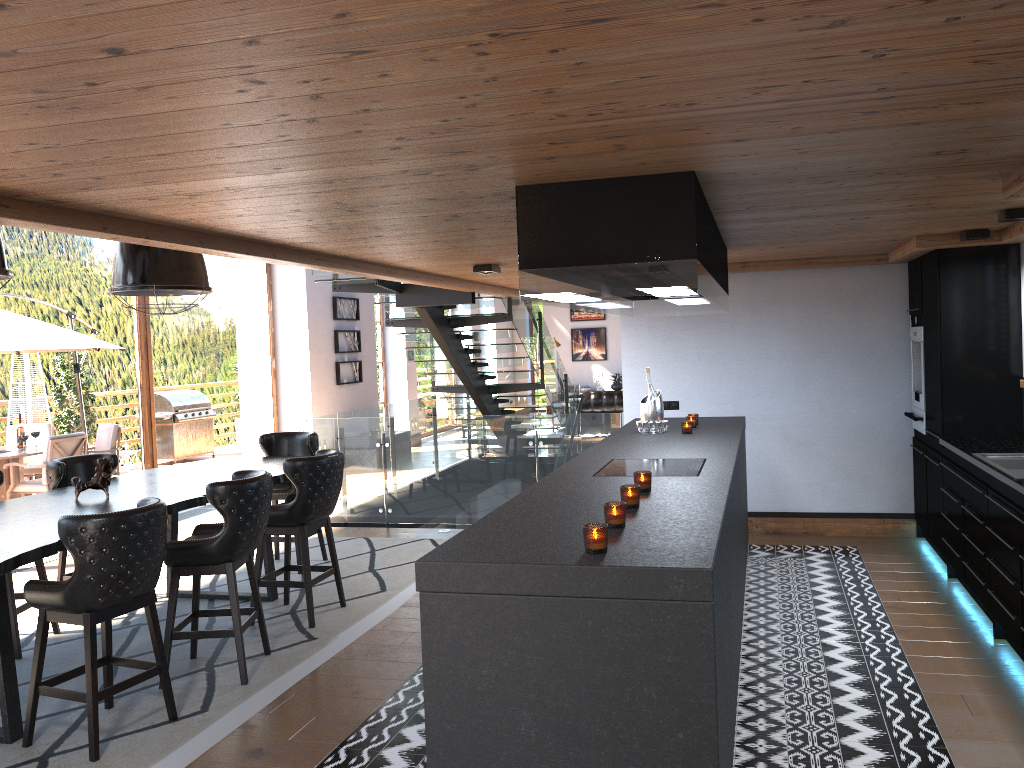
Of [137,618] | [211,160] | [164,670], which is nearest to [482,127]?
[211,160]

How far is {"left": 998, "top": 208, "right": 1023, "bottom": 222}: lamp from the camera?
4.8m

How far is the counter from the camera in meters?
4.5 m

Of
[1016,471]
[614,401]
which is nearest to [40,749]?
[1016,471]

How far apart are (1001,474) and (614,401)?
11.6 meters

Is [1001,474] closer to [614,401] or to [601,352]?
[614,401]

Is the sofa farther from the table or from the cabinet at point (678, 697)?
the table

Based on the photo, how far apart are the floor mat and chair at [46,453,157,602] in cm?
33

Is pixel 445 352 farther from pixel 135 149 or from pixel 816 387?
pixel 135 149

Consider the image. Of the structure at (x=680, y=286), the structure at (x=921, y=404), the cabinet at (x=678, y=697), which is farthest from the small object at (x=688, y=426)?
the structure at (x=921, y=404)
